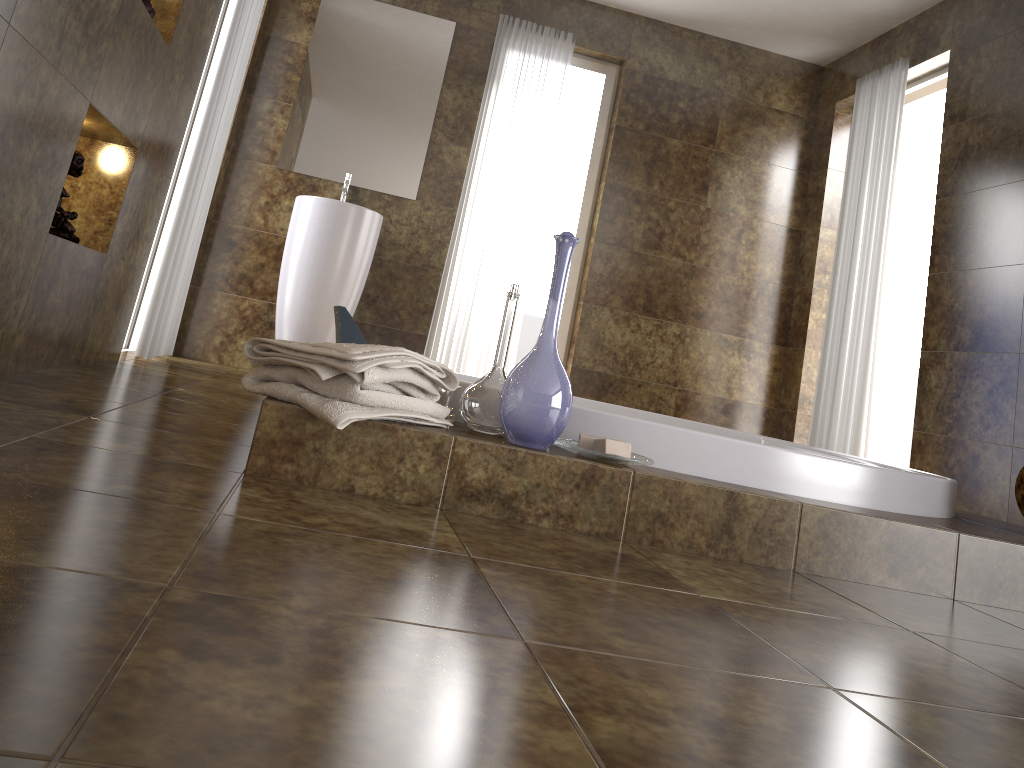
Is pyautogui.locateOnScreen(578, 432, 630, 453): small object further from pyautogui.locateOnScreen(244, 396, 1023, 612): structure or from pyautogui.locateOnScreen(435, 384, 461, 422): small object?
pyautogui.locateOnScreen(435, 384, 461, 422): small object

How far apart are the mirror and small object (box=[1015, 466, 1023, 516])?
3.38m

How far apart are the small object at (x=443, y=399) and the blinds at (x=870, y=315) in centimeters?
304cm

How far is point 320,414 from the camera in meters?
1.5 m

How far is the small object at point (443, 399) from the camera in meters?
1.8 m

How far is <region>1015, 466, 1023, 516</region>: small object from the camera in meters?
A: 2.1 m

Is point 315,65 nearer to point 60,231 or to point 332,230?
point 332,230

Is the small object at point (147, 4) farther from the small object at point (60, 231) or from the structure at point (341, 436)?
the structure at point (341, 436)

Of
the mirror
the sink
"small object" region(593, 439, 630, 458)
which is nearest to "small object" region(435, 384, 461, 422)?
"small object" region(593, 439, 630, 458)

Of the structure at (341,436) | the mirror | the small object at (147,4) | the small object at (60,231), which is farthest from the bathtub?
the mirror
